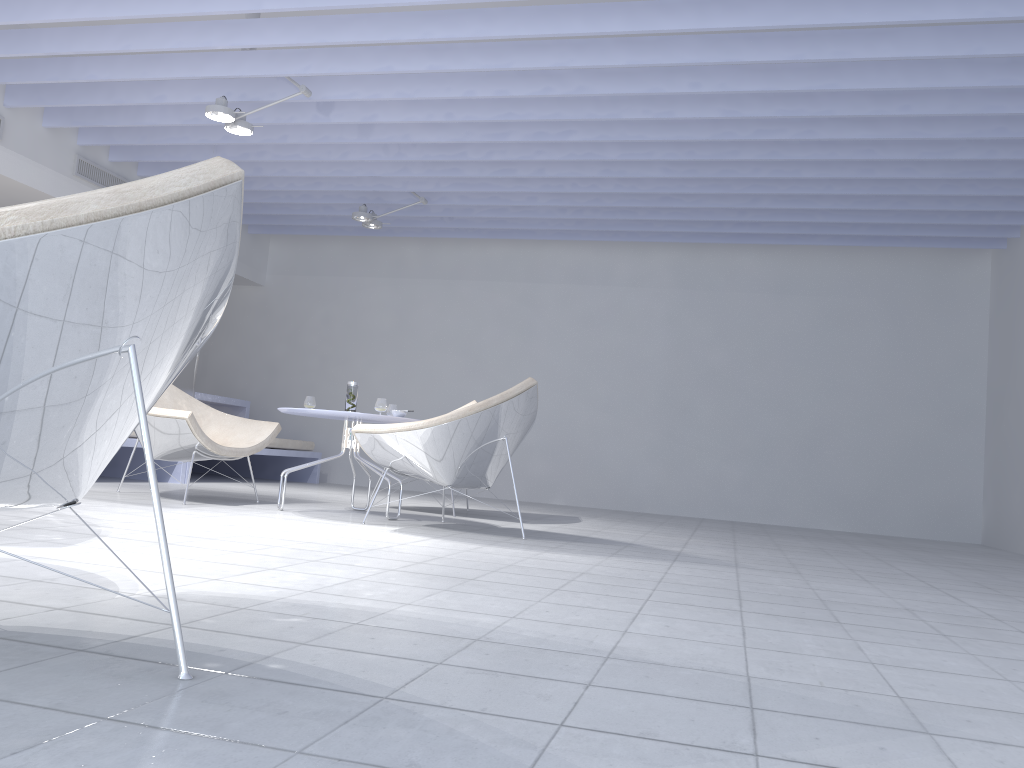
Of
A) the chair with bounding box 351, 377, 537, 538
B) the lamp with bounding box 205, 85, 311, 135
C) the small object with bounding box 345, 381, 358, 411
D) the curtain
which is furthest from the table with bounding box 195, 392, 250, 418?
the chair with bounding box 351, 377, 537, 538

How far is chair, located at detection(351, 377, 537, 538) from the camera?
4.0m

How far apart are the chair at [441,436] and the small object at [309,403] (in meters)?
0.86

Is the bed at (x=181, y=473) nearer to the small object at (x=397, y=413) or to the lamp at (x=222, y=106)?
the lamp at (x=222, y=106)

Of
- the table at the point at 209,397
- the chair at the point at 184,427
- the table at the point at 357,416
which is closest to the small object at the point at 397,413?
the table at the point at 357,416

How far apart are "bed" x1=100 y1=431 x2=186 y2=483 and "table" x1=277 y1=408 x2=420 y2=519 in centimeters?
182cm

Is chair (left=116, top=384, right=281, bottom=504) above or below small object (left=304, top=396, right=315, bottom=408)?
below

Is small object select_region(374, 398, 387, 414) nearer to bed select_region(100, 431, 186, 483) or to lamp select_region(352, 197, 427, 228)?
bed select_region(100, 431, 186, 483)

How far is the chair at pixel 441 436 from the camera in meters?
4.0 m

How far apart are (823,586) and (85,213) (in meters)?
2.79
